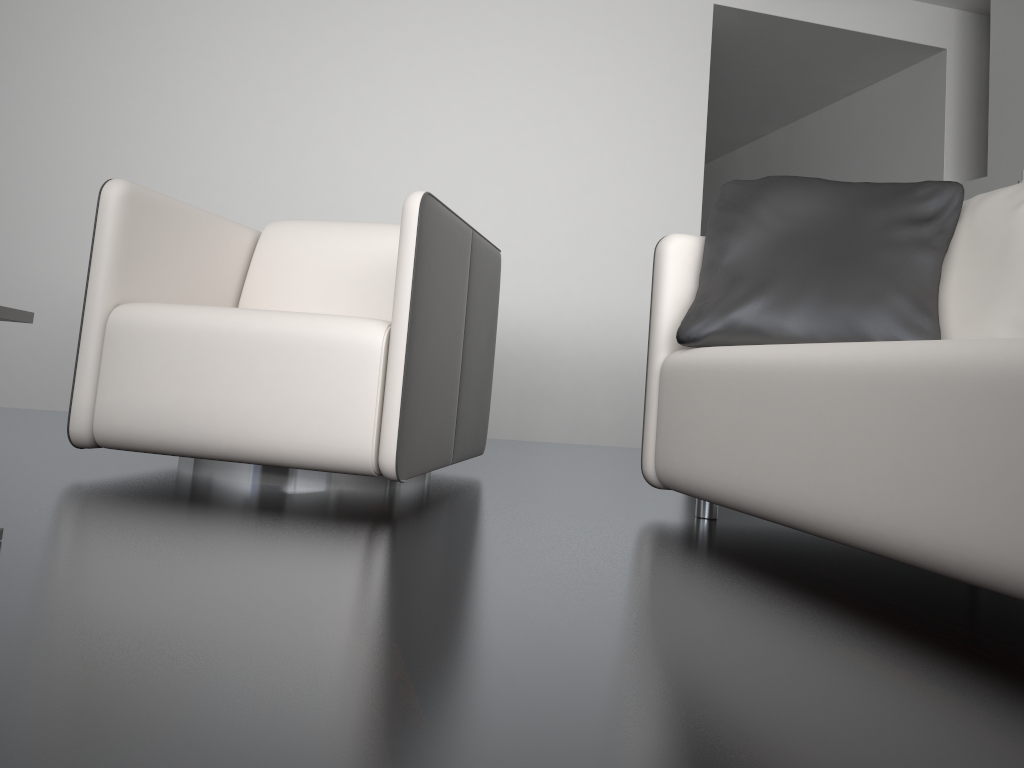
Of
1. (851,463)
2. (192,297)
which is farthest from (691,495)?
(192,297)

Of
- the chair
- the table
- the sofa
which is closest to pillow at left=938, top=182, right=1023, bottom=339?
the sofa

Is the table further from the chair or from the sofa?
the sofa

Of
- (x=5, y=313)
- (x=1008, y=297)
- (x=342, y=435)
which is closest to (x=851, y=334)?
(x=1008, y=297)

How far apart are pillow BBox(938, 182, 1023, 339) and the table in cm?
165

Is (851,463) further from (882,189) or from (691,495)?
(882,189)

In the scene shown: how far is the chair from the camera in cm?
182

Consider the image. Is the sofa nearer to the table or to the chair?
the chair

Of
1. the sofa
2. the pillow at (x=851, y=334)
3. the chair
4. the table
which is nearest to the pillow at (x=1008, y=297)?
the pillow at (x=851, y=334)

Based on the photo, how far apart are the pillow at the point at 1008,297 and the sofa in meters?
0.4 m
